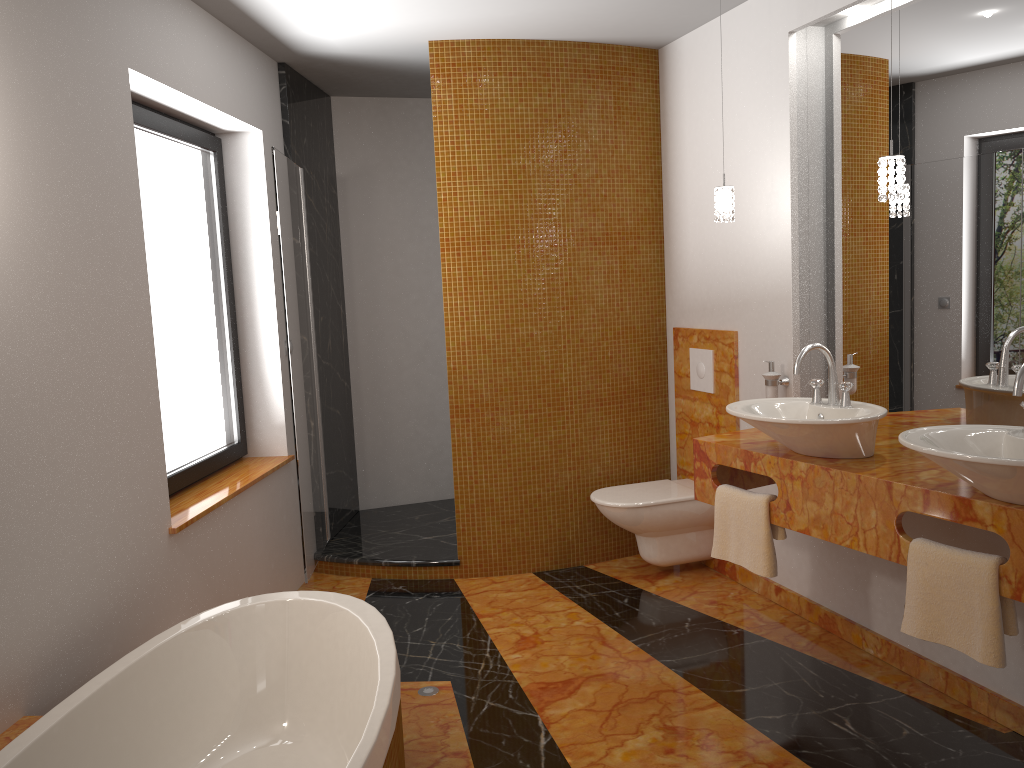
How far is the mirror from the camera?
2.7 meters

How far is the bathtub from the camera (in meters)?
2.02

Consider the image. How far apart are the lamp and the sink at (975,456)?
0.72m

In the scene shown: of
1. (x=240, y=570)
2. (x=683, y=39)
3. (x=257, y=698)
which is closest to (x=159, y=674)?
(x=257, y=698)

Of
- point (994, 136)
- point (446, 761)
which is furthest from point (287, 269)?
point (994, 136)

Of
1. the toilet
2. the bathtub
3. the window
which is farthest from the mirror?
the window

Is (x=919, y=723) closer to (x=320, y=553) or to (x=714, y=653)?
(x=714, y=653)

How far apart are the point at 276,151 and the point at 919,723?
3.1m

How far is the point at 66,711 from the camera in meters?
2.0

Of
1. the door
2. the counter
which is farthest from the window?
the counter
